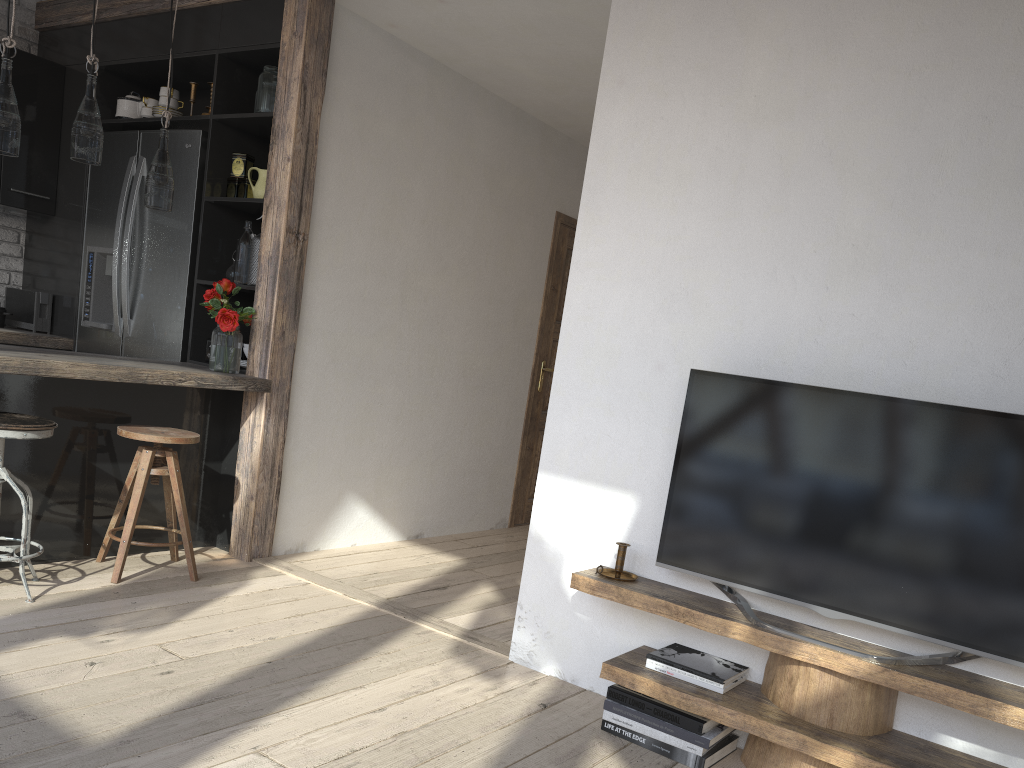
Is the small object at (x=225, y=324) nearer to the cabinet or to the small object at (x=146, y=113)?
the cabinet

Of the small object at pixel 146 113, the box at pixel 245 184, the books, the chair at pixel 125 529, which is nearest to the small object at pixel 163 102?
the small object at pixel 146 113

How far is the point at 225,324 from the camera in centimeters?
387cm

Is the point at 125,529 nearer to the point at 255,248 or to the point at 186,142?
the point at 255,248

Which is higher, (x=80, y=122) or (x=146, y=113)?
(x=146, y=113)

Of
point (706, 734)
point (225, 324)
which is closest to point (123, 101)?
point (225, 324)

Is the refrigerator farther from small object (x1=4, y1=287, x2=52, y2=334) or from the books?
the books

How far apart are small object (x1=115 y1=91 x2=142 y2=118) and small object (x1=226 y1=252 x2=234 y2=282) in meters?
1.2

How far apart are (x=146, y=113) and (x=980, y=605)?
4.4 meters

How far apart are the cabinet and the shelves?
2.0m
